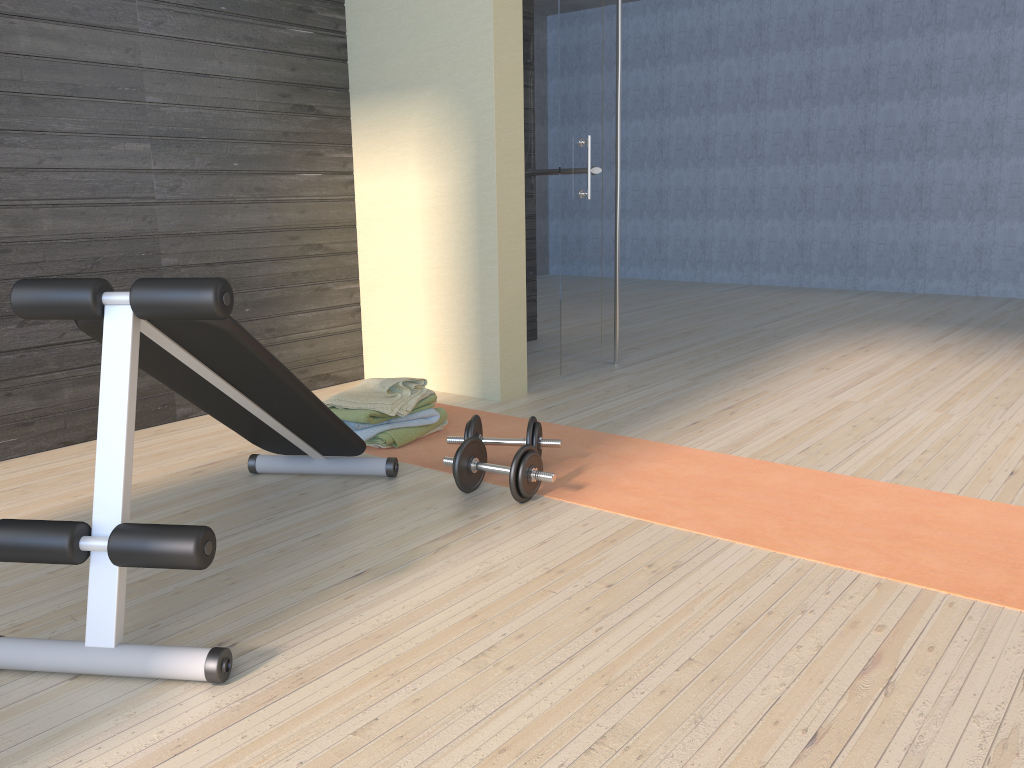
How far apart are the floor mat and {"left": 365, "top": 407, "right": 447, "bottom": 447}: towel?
0.02m

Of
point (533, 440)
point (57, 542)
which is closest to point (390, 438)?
point (533, 440)

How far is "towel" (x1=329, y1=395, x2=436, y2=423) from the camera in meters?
3.2 m

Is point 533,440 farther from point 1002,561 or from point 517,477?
point 1002,561

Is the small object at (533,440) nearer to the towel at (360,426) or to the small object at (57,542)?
the small object at (57,542)

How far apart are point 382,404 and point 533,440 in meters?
0.7 m

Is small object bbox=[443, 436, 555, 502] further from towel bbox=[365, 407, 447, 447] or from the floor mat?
towel bbox=[365, 407, 447, 447]

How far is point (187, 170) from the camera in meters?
3.6 m

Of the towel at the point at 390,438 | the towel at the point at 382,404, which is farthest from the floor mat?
the towel at the point at 382,404

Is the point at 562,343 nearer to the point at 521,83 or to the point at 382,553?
the point at 521,83
